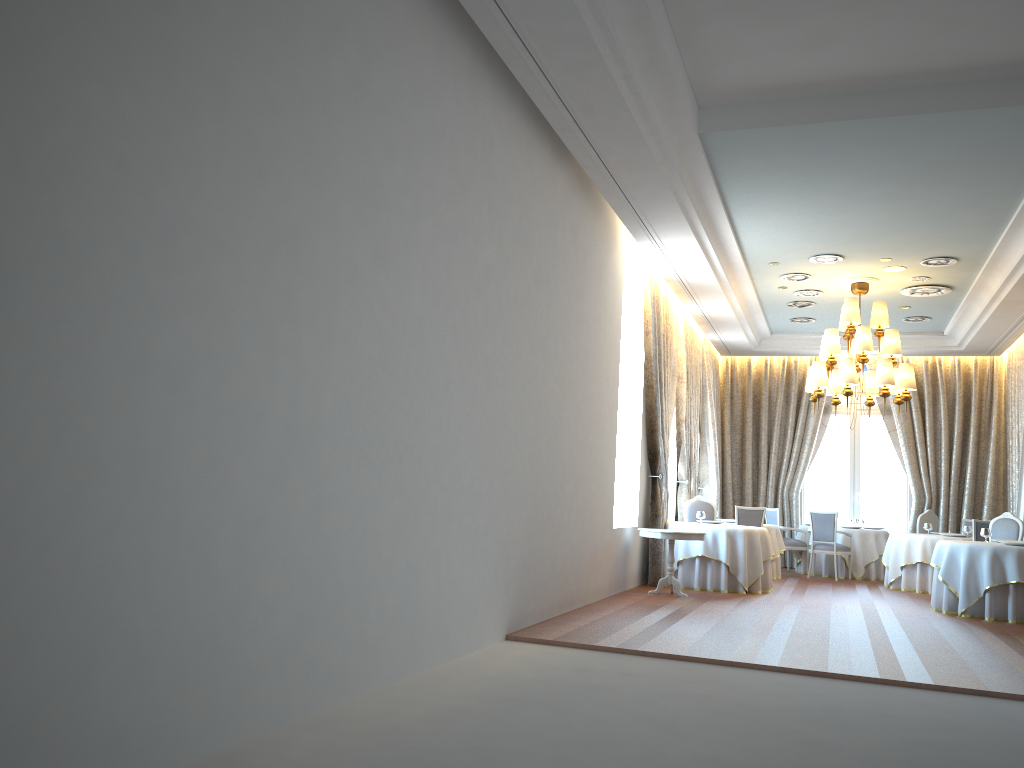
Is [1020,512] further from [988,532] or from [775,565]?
[775,565]

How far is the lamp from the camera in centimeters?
1162cm

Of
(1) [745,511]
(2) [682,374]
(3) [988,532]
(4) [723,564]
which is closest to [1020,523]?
(3) [988,532]

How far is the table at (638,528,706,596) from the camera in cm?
1043

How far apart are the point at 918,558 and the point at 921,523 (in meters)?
1.82

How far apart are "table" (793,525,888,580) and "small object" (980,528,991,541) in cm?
415

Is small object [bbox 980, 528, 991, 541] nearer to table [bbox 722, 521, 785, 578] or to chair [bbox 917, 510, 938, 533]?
table [bbox 722, 521, 785, 578]

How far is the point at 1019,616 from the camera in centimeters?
984cm

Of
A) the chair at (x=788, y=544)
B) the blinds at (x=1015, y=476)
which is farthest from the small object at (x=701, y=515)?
the blinds at (x=1015, y=476)

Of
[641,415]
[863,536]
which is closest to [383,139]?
[641,415]
